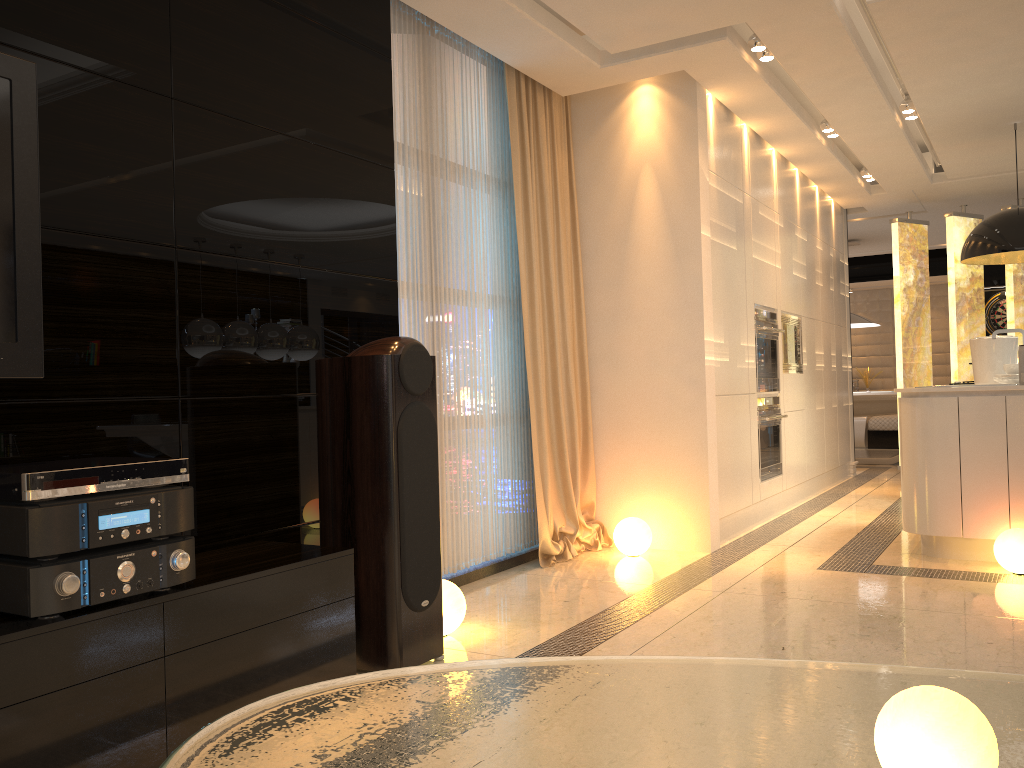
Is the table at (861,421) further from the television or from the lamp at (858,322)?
the television

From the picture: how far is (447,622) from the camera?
3.3 meters

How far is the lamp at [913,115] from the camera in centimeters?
584cm

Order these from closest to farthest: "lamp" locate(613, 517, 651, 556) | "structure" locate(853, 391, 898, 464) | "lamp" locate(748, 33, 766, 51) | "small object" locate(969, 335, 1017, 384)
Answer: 1. "lamp" locate(748, 33, 766, 51)
2. "lamp" locate(613, 517, 651, 556)
3. "small object" locate(969, 335, 1017, 384)
4. "structure" locate(853, 391, 898, 464)

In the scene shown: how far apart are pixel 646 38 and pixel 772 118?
1.68m

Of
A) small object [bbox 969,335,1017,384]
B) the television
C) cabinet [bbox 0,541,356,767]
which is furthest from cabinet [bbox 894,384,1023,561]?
the television

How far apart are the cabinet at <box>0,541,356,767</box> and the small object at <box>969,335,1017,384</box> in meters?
4.8 m

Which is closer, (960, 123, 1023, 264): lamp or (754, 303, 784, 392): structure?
(960, 123, 1023, 264): lamp

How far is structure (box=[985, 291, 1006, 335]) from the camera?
11.5 meters

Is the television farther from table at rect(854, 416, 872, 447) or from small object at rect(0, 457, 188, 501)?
table at rect(854, 416, 872, 447)
